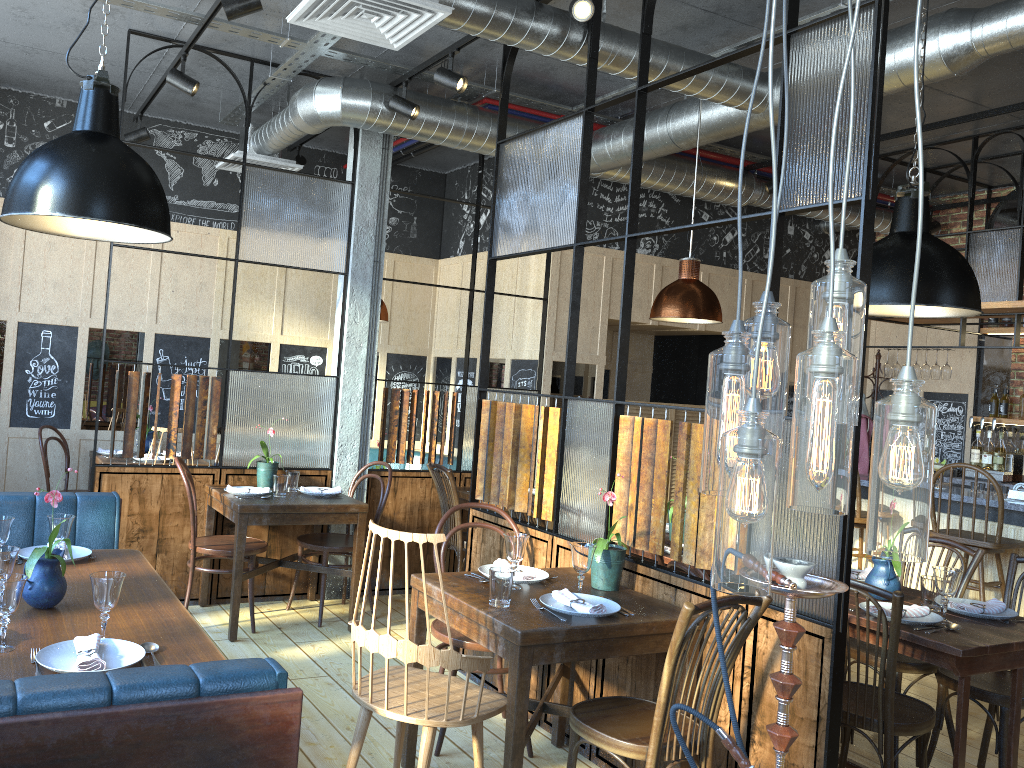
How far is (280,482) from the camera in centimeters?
489cm

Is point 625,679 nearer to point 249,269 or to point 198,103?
point 249,269

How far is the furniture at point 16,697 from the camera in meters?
1.6 m

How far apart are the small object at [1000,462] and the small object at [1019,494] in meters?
1.5 m

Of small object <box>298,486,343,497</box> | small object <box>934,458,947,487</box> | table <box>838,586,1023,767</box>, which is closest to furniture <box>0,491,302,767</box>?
small object <box>298,486,343,497</box>

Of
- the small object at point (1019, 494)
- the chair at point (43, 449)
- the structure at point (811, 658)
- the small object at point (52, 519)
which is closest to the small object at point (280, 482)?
the structure at point (811, 658)

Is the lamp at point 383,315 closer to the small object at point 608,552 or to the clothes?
the small object at point 608,552

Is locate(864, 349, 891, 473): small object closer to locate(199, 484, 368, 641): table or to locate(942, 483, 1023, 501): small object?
locate(942, 483, 1023, 501): small object

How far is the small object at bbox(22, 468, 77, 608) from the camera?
2.6m

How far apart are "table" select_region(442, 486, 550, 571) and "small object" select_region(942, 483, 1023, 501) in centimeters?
351cm
